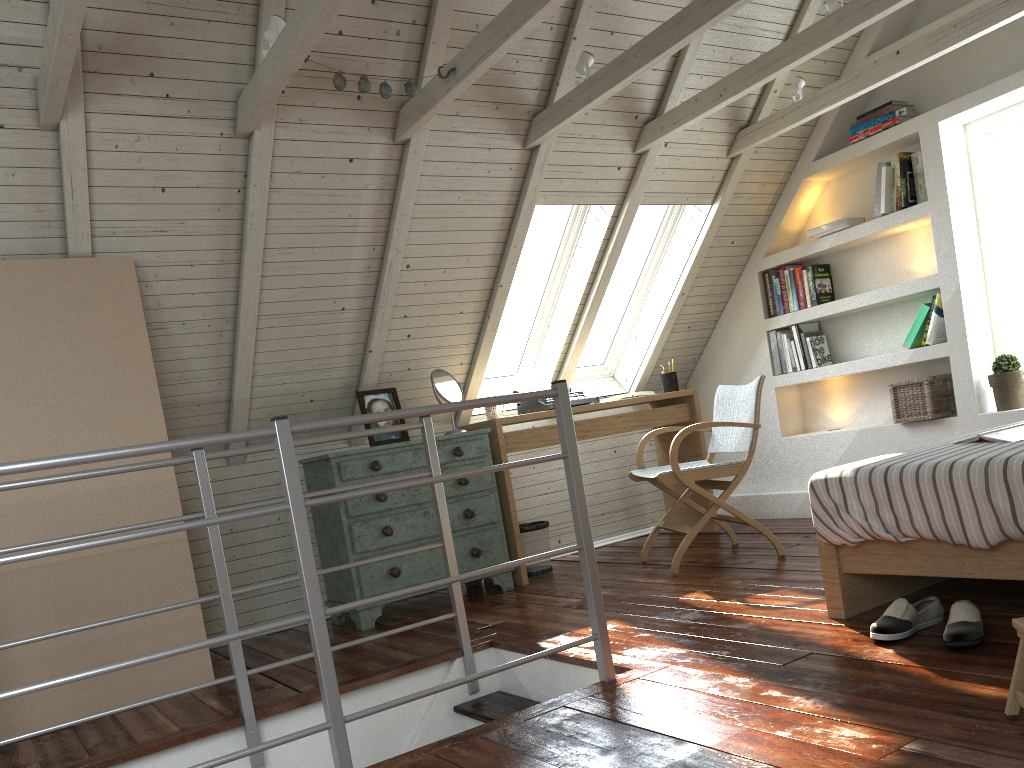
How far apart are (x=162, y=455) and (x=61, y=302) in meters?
0.6

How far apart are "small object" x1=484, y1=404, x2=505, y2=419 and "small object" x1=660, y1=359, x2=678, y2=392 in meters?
1.1

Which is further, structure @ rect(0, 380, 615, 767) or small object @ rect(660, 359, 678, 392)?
small object @ rect(660, 359, 678, 392)

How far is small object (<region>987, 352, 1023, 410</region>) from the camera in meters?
3.9

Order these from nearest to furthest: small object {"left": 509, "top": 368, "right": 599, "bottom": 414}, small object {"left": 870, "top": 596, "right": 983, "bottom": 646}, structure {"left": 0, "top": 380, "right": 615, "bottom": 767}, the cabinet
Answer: structure {"left": 0, "top": 380, "right": 615, "bottom": 767} < small object {"left": 870, "top": 596, "right": 983, "bottom": 646} < the cabinet < small object {"left": 509, "top": 368, "right": 599, "bottom": 414}

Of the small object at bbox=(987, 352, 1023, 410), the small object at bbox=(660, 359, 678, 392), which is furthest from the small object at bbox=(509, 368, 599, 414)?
the small object at bbox=(987, 352, 1023, 410)

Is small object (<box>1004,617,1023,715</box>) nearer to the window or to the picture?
the picture

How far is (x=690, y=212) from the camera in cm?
475

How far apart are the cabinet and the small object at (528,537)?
0.23m

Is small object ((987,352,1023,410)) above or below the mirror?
below
